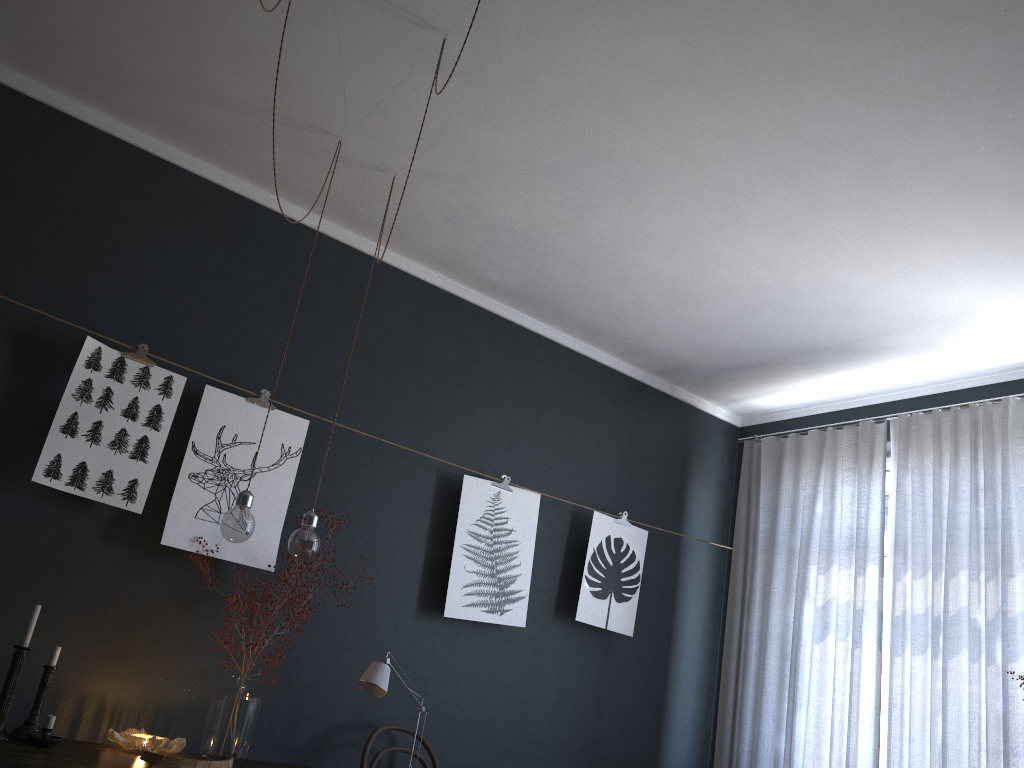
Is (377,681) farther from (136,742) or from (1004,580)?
(1004,580)

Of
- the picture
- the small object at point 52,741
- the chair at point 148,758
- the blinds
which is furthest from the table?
the blinds

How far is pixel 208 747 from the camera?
3.1m

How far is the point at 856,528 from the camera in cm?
447

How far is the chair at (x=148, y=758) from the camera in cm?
A: 199

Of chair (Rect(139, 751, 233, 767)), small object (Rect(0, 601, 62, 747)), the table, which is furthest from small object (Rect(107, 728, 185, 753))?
chair (Rect(139, 751, 233, 767))

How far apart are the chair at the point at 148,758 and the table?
0.6m

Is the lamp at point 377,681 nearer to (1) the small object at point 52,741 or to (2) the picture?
(2) the picture

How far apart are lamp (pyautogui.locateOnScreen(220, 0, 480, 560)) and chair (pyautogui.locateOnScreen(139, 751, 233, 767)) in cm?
88

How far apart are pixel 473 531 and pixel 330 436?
1.2 meters
